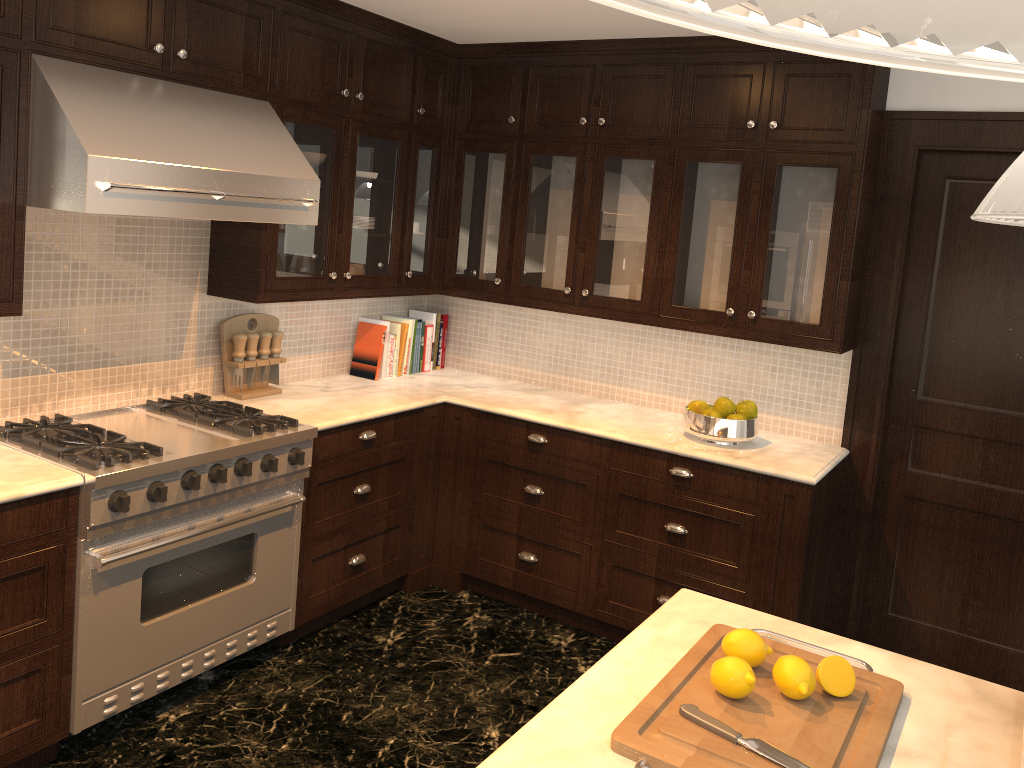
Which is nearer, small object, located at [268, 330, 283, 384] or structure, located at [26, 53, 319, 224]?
structure, located at [26, 53, 319, 224]

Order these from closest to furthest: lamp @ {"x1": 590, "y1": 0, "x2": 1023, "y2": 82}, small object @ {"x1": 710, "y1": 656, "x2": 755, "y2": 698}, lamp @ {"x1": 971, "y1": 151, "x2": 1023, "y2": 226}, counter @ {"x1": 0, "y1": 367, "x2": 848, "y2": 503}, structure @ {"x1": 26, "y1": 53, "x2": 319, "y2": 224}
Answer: lamp @ {"x1": 590, "y1": 0, "x2": 1023, "y2": 82} → lamp @ {"x1": 971, "y1": 151, "x2": 1023, "y2": 226} → small object @ {"x1": 710, "y1": 656, "x2": 755, "y2": 698} → structure @ {"x1": 26, "y1": 53, "x2": 319, "y2": 224} → counter @ {"x1": 0, "y1": 367, "x2": 848, "y2": 503}

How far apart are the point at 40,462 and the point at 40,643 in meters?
0.5 m

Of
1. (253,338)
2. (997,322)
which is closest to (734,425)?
(997,322)

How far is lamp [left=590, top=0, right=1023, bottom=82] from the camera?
0.2 meters

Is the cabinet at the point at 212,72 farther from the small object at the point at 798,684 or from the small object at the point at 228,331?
the small object at the point at 798,684

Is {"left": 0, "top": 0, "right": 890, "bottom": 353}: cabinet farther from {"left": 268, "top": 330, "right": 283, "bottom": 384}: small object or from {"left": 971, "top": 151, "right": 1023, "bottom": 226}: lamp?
{"left": 971, "top": 151, "right": 1023, "bottom": 226}: lamp

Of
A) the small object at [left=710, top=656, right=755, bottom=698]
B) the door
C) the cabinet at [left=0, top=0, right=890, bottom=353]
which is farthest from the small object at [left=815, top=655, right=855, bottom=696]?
the door

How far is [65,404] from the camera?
3.2 meters

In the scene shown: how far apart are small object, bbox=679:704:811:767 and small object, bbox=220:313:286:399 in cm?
261
